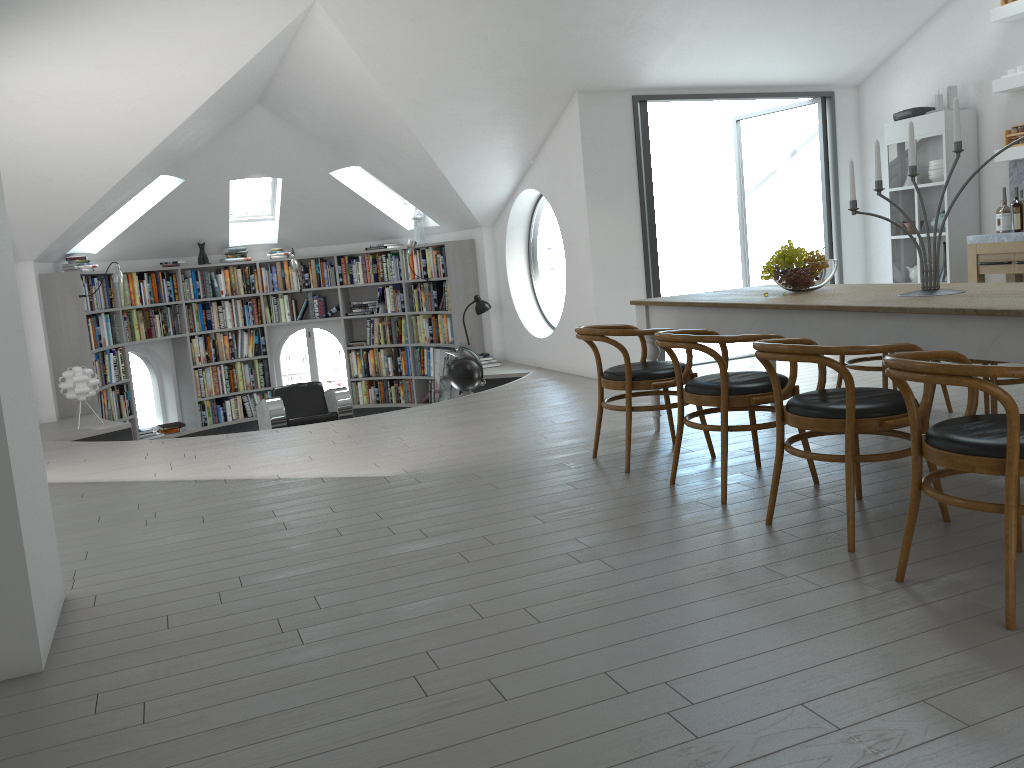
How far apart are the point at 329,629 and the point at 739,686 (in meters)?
1.30

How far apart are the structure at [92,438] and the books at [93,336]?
0.8m

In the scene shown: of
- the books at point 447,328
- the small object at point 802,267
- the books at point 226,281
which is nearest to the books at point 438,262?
the books at point 447,328

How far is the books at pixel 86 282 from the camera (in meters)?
8.73

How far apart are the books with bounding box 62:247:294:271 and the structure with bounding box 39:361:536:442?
1.56m

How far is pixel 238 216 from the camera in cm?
1067

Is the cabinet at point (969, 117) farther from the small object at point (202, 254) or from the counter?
the small object at point (202, 254)

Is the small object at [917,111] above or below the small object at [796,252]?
above

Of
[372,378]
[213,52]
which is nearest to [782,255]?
[213,52]

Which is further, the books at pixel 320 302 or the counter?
the books at pixel 320 302
